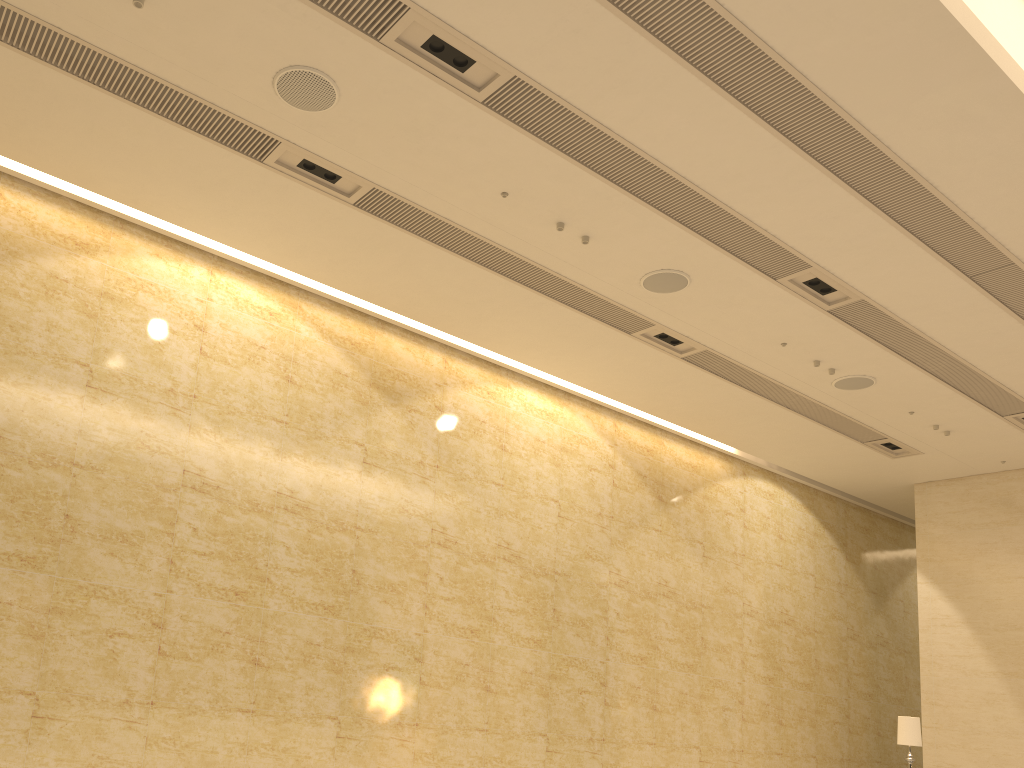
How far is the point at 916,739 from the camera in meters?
10.5 m

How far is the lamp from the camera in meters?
10.5

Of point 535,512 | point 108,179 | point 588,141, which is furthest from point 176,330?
point 535,512

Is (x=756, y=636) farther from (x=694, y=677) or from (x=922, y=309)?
(x=922, y=309)

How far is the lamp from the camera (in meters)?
10.48
